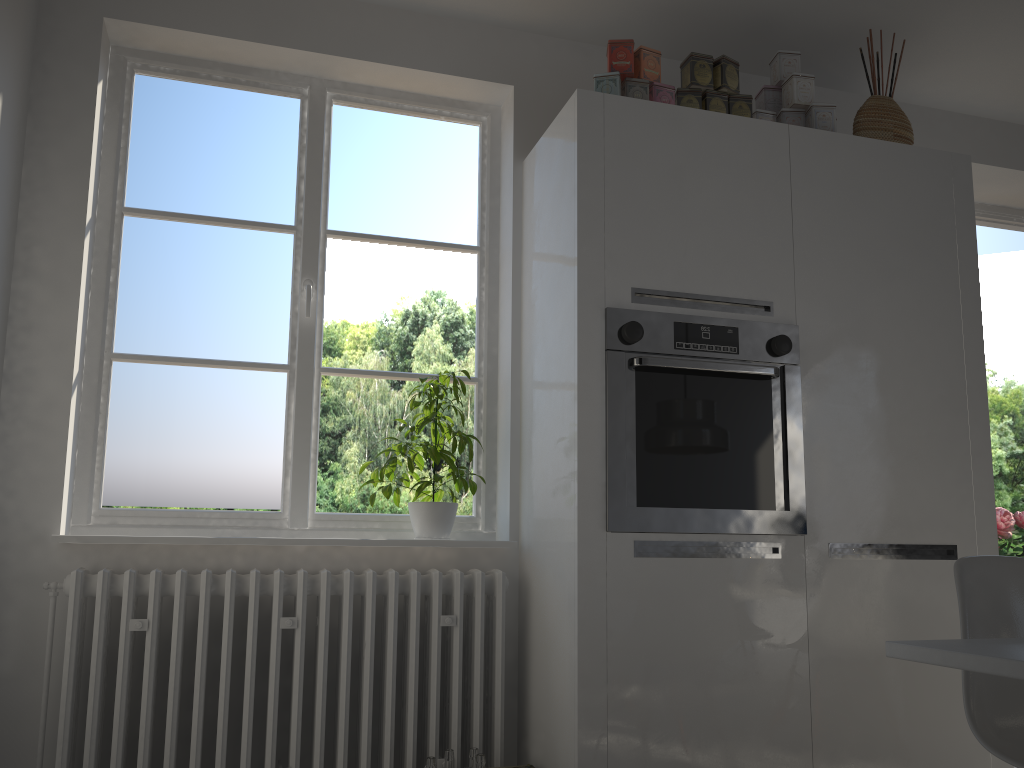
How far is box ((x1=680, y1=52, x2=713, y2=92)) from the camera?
2.73m

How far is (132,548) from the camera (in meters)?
2.46

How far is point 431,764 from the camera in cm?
228

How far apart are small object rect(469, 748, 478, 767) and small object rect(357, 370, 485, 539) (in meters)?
0.61

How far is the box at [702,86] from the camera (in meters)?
2.73

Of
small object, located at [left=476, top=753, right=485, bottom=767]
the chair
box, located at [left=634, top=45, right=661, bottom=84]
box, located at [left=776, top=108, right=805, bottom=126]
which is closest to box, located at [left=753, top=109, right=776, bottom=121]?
box, located at [left=776, top=108, right=805, bottom=126]

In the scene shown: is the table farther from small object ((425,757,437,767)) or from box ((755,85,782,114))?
box ((755,85,782,114))

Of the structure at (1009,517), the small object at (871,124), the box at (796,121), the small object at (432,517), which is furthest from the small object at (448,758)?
the structure at (1009,517)

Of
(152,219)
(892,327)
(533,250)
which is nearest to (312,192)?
(152,219)

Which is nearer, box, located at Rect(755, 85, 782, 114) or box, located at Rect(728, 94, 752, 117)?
box, located at Rect(728, 94, 752, 117)
